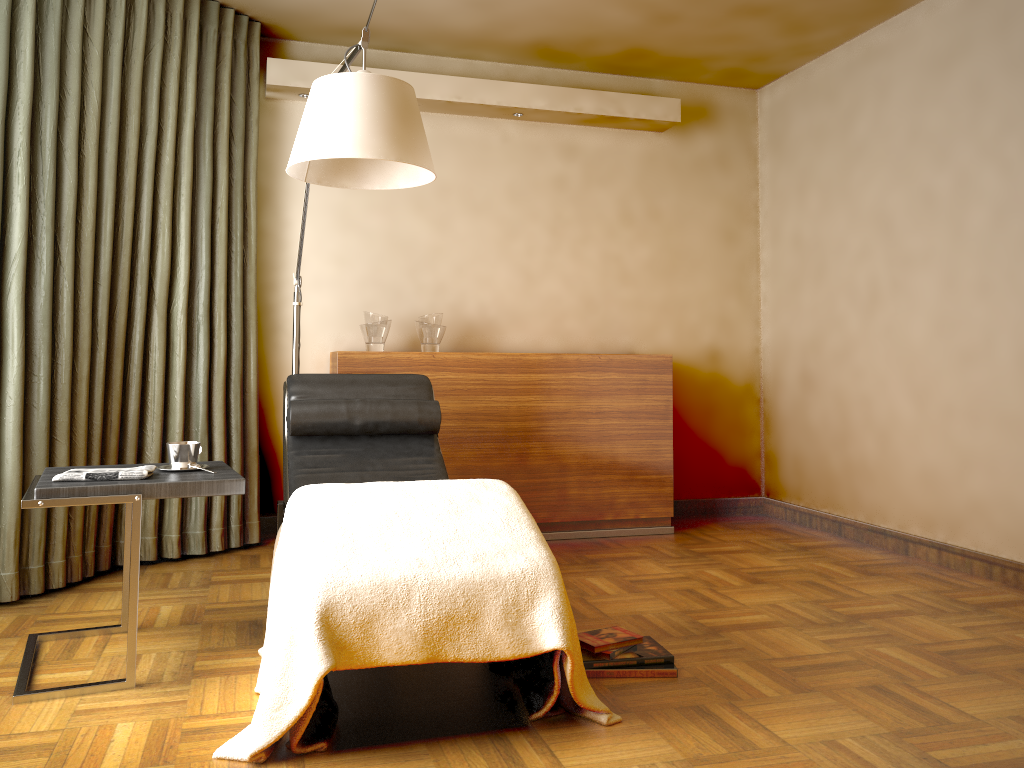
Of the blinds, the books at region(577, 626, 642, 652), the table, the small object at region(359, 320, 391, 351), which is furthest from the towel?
the small object at region(359, 320, 391, 351)

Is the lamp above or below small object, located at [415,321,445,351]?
above

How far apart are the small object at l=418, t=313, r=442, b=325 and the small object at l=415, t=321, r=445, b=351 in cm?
3

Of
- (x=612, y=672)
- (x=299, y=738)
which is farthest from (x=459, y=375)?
(x=299, y=738)

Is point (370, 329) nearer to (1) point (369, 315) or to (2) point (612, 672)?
(1) point (369, 315)

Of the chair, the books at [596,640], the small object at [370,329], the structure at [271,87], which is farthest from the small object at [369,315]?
the books at [596,640]

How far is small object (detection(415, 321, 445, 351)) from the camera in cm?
423

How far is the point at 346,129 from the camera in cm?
244

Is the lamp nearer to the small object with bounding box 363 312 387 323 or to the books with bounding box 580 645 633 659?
the small object with bounding box 363 312 387 323

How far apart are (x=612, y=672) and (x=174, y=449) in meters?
1.4 m
